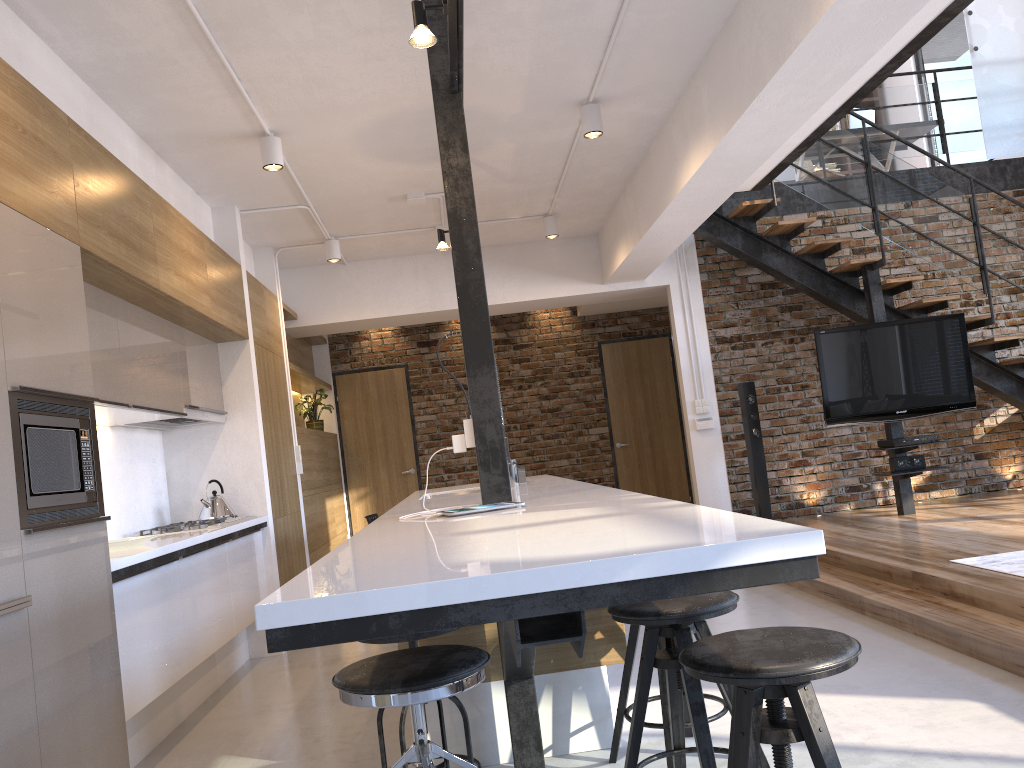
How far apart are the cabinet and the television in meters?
3.1

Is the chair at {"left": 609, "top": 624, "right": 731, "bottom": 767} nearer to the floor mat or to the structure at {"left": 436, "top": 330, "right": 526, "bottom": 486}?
the structure at {"left": 436, "top": 330, "right": 526, "bottom": 486}

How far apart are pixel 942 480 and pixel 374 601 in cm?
768

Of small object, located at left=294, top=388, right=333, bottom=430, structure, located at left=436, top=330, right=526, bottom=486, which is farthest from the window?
structure, located at left=436, top=330, right=526, bottom=486

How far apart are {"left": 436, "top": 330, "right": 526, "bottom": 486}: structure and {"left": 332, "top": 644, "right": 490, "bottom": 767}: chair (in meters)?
2.13

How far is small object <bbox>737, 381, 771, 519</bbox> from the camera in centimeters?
729cm

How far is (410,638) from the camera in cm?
249

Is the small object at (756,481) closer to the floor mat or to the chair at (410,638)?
the floor mat

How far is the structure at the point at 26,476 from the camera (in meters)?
2.57

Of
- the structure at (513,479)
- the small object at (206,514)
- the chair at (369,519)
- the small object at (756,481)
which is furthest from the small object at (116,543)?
the small object at (756,481)
